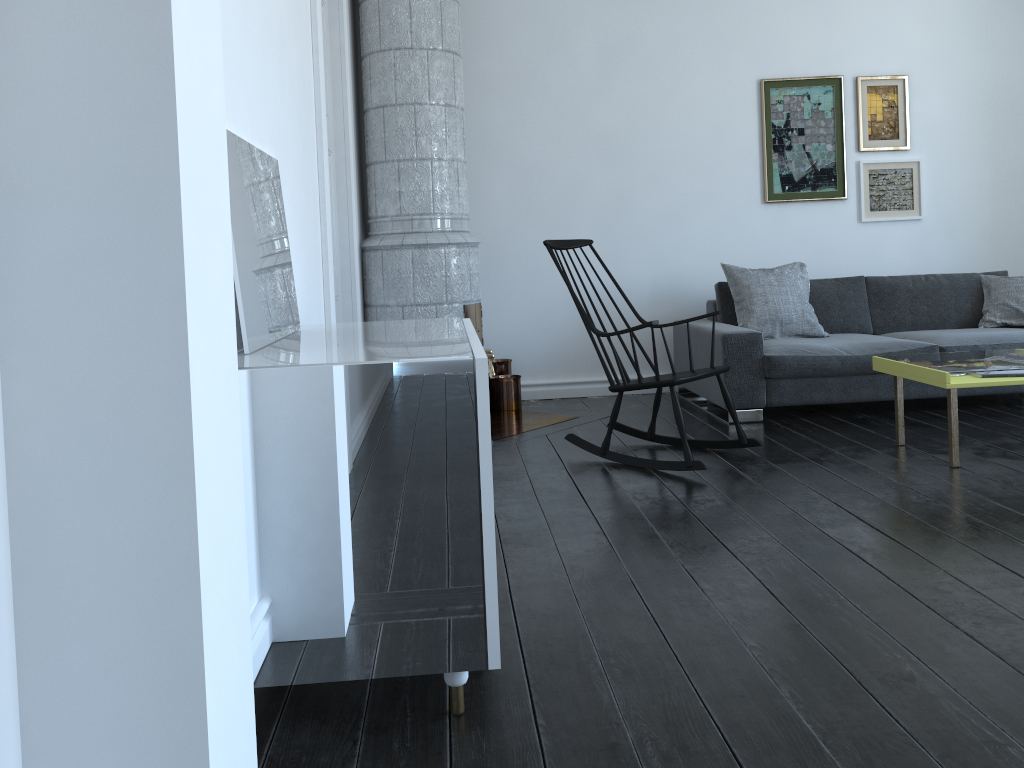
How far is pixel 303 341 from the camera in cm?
567

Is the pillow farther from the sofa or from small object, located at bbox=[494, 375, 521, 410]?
small object, located at bbox=[494, 375, 521, 410]

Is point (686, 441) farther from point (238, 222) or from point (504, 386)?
point (238, 222)

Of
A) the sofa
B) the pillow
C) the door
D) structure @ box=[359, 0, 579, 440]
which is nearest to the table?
the sofa

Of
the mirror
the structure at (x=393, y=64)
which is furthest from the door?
the mirror

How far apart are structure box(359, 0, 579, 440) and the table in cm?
176

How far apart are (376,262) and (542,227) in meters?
1.2

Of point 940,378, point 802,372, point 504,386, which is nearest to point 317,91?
point 504,386

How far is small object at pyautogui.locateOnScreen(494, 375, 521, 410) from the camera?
5.4m

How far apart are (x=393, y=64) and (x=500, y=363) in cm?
185
